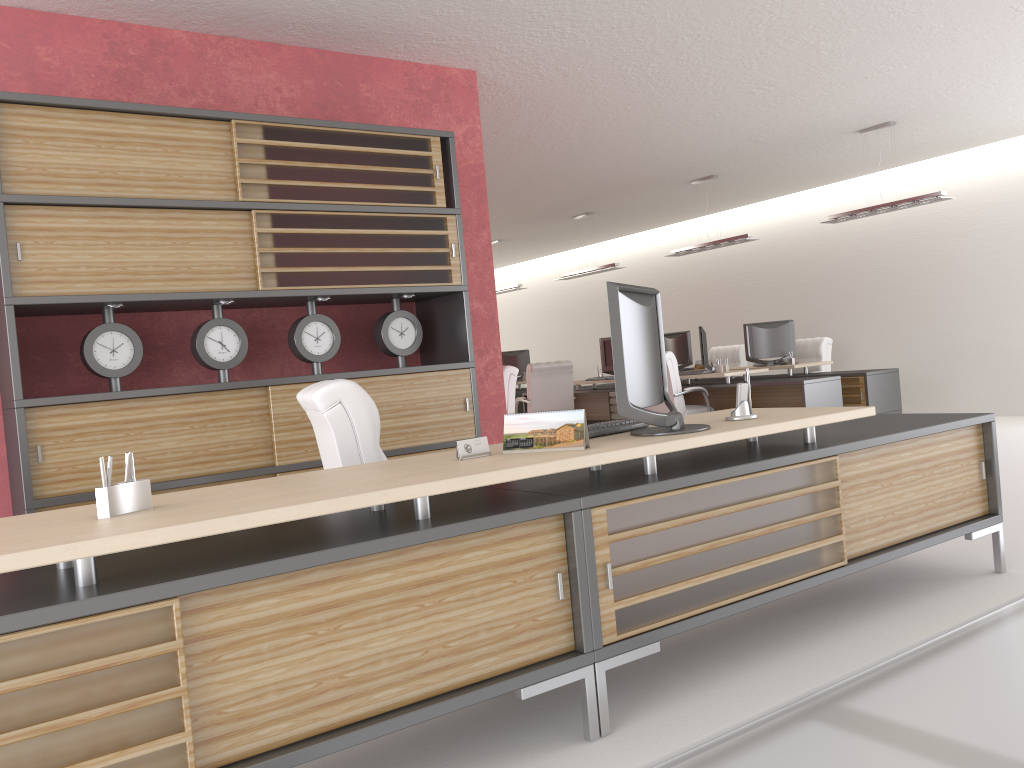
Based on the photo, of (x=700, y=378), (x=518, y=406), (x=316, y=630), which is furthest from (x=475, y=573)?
(x=518, y=406)

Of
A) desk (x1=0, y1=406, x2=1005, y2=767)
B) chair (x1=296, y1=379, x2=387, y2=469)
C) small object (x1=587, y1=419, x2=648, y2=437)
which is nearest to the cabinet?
chair (x1=296, y1=379, x2=387, y2=469)

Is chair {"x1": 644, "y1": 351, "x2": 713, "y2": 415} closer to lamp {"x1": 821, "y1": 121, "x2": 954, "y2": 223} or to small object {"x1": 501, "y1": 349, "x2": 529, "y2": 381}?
lamp {"x1": 821, "y1": 121, "x2": 954, "y2": 223}

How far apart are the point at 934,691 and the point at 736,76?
7.46m

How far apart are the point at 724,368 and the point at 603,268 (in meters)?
4.31

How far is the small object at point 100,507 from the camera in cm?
317

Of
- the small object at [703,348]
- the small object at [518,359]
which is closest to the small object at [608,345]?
the small object at [703,348]

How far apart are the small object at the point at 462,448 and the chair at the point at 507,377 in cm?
775

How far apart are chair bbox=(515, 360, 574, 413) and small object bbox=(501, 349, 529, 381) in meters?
6.0

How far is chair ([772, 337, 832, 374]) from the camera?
15.9m
